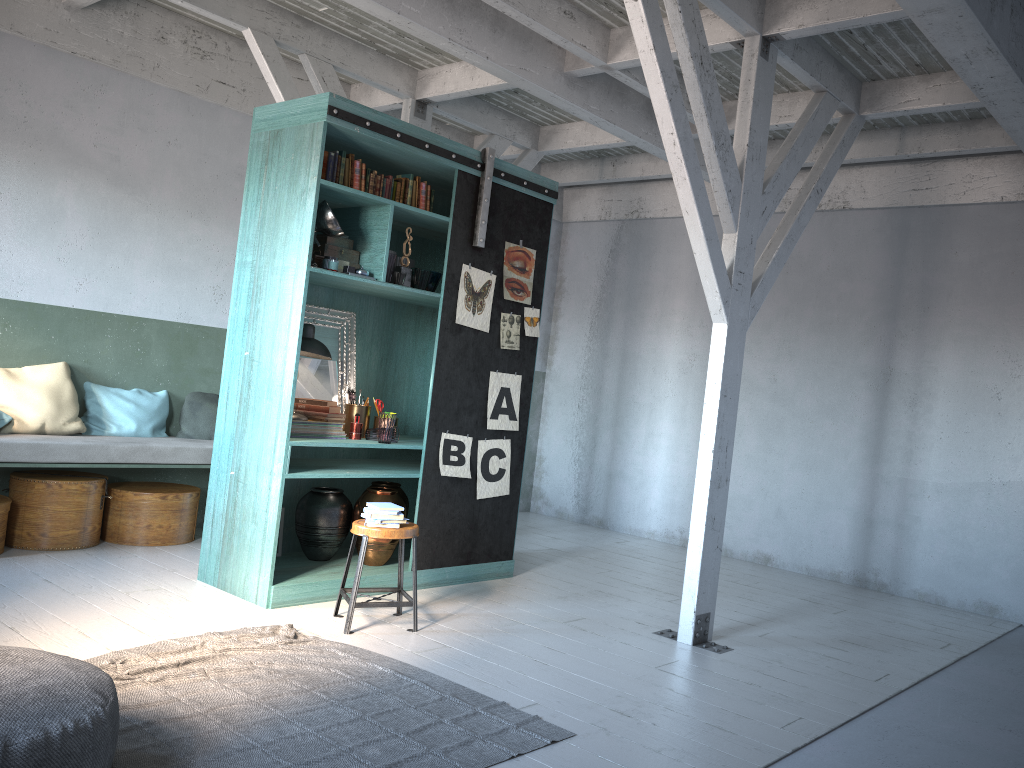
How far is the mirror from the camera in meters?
6.9 m

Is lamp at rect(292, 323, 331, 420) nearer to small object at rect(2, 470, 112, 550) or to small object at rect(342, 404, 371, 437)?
small object at rect(342, 404, 371, 437)

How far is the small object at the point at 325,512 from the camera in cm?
668

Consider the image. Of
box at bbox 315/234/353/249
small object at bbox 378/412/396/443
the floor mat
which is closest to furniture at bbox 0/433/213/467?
small object at bbox 378/412/396/443

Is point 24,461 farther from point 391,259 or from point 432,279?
point 432,279

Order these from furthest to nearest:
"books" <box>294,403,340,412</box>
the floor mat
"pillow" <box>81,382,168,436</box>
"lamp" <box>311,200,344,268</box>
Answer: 1. "pillow" <box>81,382,168,436</box>
2. "books" <box>294,403,340,412</box>
3. "lamp" <box>311,200,344,268</box>
4. the floor mat

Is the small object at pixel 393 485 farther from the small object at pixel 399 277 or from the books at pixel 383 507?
the small object at pixel 399 277

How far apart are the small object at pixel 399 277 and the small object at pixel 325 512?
1.7 meters

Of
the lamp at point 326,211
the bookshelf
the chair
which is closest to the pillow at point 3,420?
the bookshelf

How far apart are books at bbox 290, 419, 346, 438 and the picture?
0.8m
